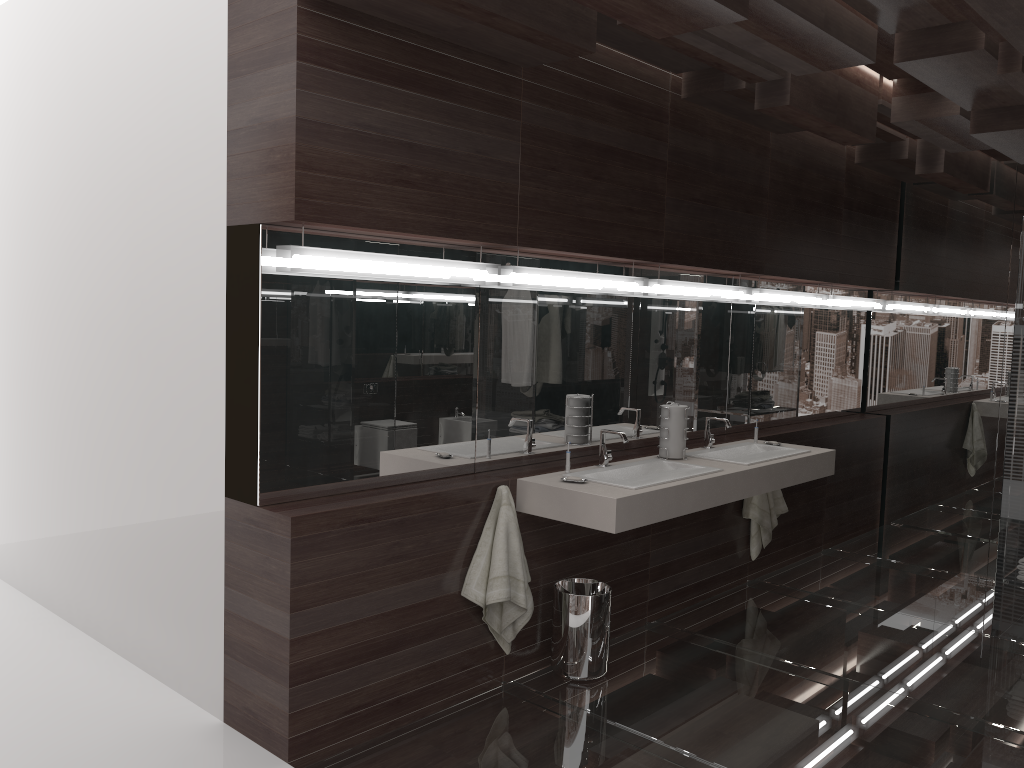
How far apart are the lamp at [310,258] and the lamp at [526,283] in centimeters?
Answer: 9cm

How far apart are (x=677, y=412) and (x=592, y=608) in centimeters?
108cm

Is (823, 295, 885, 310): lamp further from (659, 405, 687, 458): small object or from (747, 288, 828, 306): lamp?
(659, 405, 687, 458): small object

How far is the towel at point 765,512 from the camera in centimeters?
493cm

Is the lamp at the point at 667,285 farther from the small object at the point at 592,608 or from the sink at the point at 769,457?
the small object at the point at 592,608

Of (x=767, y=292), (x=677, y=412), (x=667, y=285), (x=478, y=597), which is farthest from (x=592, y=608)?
(x=767, y=292)

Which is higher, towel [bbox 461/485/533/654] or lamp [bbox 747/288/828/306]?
lamp [bbox 747/288/828/306]

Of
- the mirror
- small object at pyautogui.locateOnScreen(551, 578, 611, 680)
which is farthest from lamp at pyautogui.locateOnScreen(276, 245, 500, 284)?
small object at pyautogui.locateOnScreen(551, 578, 611, 680)

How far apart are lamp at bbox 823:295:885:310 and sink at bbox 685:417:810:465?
1.6m

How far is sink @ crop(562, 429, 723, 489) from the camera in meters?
3.6
